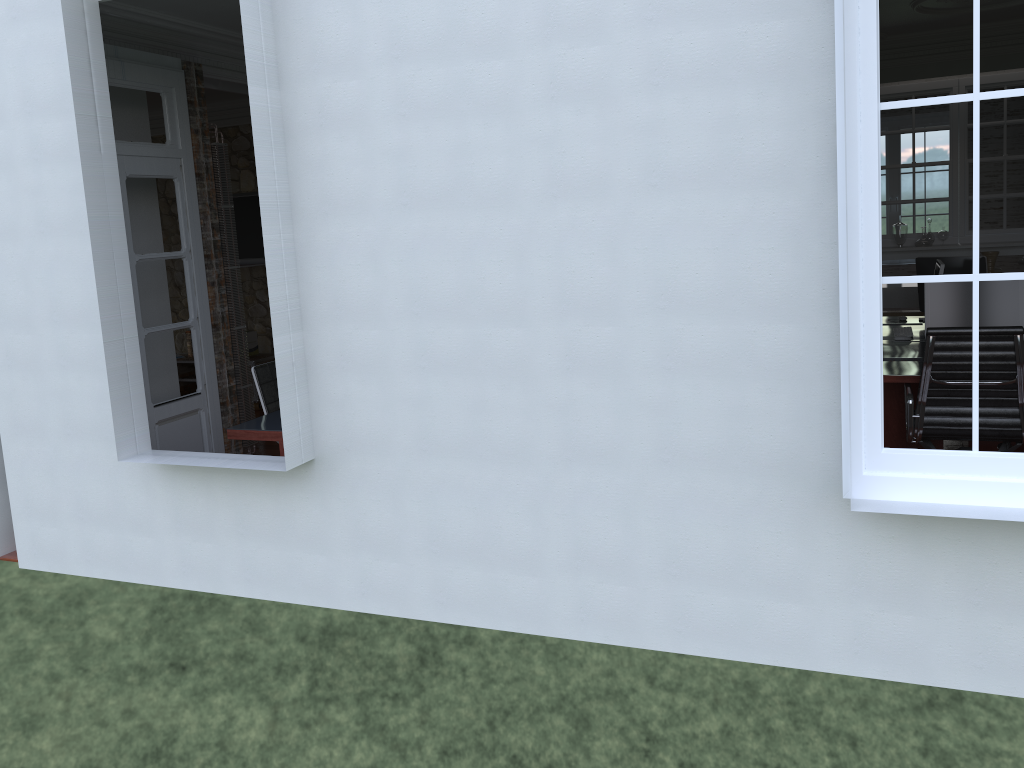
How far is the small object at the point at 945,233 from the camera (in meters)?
7.91

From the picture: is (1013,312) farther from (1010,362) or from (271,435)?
(271,435)

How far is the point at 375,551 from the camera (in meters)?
3.92

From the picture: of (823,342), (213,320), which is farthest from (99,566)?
(823,342)

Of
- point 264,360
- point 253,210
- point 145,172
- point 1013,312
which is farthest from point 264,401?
point 1013,312

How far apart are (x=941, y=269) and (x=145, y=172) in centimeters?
493cm

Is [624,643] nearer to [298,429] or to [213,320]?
[298,429]

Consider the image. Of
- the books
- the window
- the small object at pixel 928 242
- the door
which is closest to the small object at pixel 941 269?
the small object at pixel 928 242

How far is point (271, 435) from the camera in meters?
4.7

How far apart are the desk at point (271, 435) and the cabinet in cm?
356
